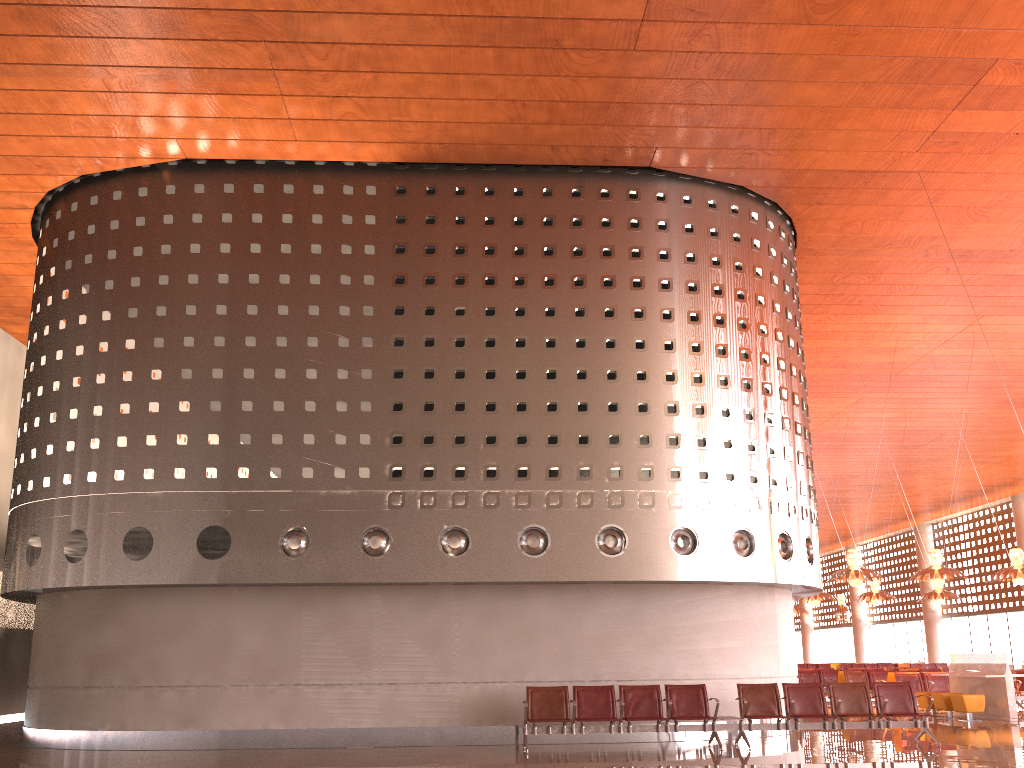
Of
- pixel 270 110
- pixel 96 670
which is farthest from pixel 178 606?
pixel 270 110
